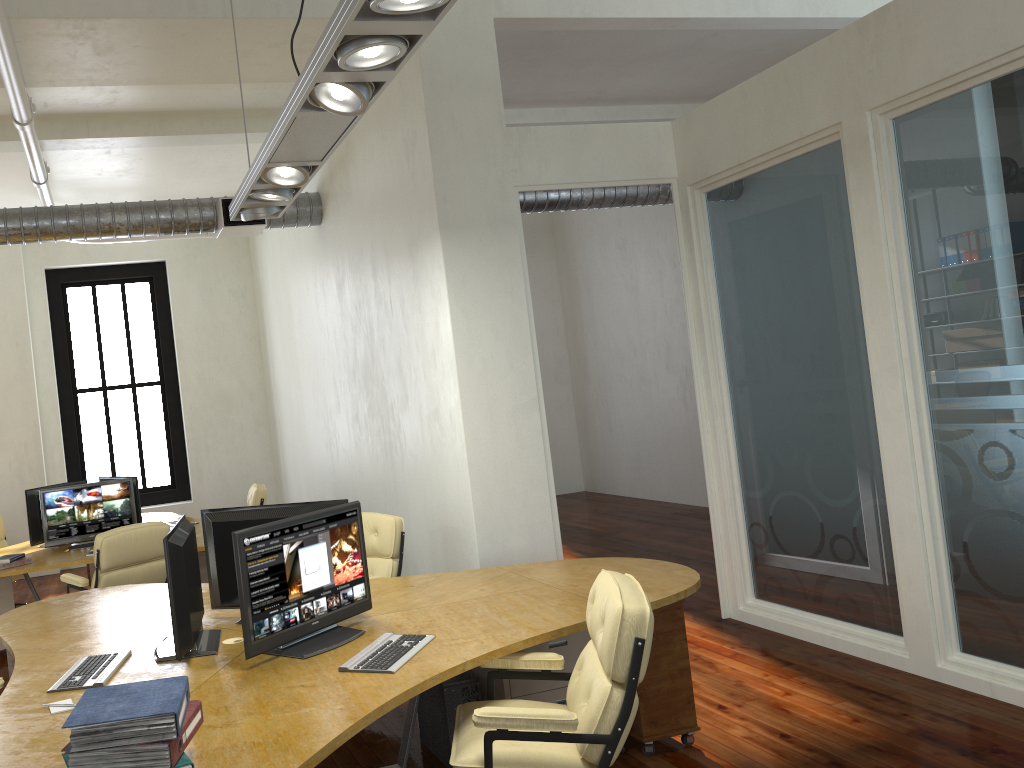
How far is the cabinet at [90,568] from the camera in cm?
905

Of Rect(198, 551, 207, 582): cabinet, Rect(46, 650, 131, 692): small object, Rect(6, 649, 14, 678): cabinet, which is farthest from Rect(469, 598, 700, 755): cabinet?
Rect(198, 551, 207, 582): cabinet

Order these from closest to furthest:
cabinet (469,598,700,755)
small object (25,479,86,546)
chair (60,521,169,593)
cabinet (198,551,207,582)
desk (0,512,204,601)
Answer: cabinet (469,598,700,755)
chair (60,521,169,593)
desk (0,512,204,601)
cabinet (198,551,207,582)
small object (25,479,86,546)

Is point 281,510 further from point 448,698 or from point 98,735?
point 98,735

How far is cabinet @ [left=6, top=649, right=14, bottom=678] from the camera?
5.0m

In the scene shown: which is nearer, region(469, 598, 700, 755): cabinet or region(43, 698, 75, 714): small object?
region(43, 698, 75, 714): small object

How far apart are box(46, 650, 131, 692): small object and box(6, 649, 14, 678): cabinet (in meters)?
1.38

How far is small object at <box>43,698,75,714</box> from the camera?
3.28m

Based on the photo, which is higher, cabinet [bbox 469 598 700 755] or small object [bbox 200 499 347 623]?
small object [bbox 200 499 347 623]

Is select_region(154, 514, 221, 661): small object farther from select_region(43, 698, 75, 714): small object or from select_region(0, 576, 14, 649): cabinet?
select_region(0, 576, 14, 649): cabinet
